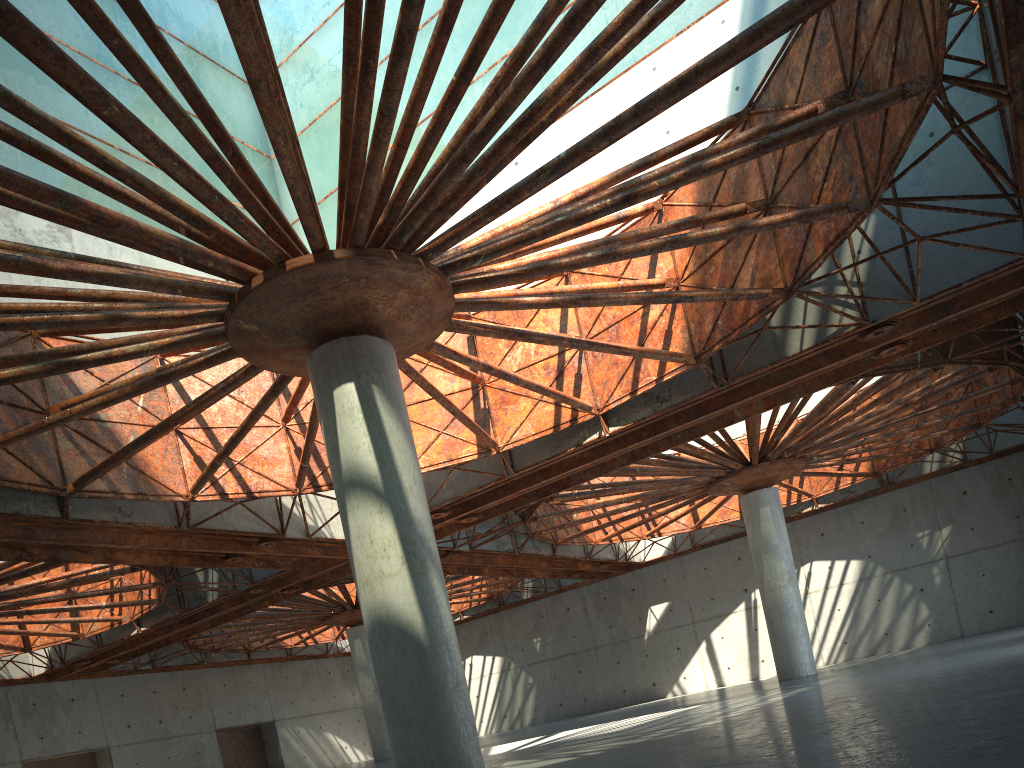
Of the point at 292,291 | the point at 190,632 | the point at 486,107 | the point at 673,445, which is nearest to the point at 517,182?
the point at 486,107
